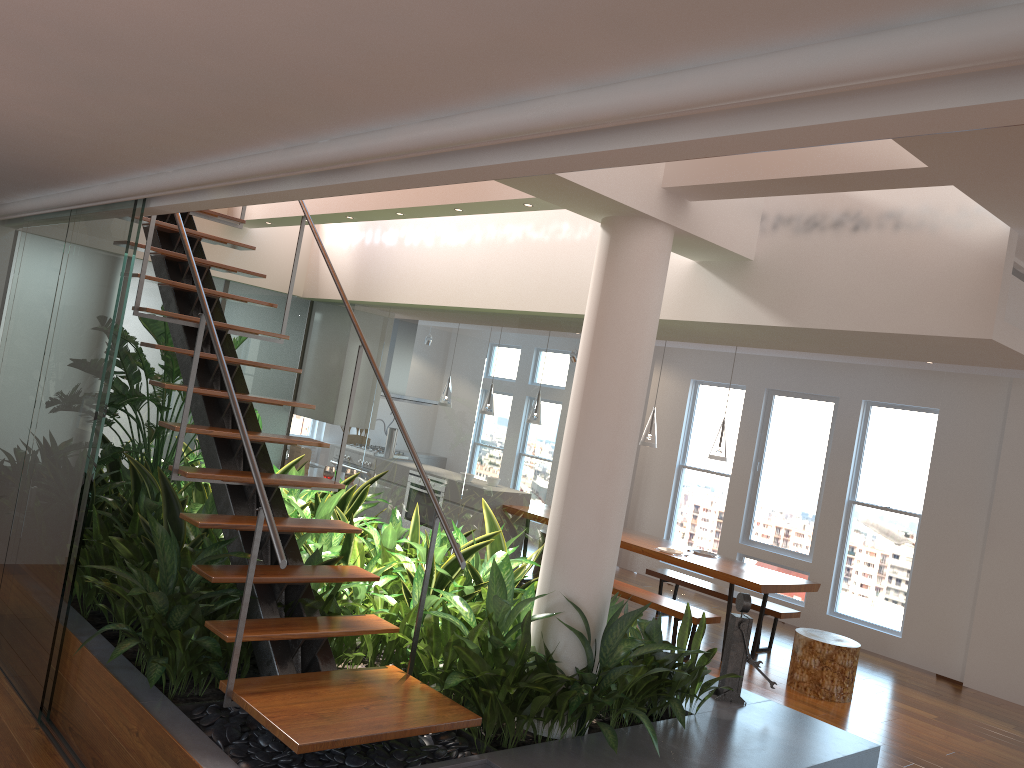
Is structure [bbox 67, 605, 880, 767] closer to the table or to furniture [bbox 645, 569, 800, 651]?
the table

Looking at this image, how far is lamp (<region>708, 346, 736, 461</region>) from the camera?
7.1m

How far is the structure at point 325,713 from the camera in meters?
3.1 m

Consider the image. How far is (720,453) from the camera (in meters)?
7.13

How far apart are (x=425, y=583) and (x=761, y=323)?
2.0 meters

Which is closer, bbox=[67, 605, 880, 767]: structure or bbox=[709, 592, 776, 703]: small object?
bbox=[67, 605, 880, 767]: structure

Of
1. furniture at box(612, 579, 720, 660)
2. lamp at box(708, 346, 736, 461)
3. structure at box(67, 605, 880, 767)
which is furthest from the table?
structure at box(67, 605, 880, 767)

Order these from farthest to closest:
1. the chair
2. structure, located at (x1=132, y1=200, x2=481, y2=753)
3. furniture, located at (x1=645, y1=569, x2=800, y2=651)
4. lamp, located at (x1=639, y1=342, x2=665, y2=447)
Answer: lamp, located at (x1=639, y1=342, x2=665, y2=447) → furniture, located at (x1=645, y1=569, x2=800, y2=651) → the chair → structure, located at (x1=132, y1=200, x2=481, y2=753)

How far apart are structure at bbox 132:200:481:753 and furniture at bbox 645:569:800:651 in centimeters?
456cm

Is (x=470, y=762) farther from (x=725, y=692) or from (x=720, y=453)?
(x=720, y=453)
